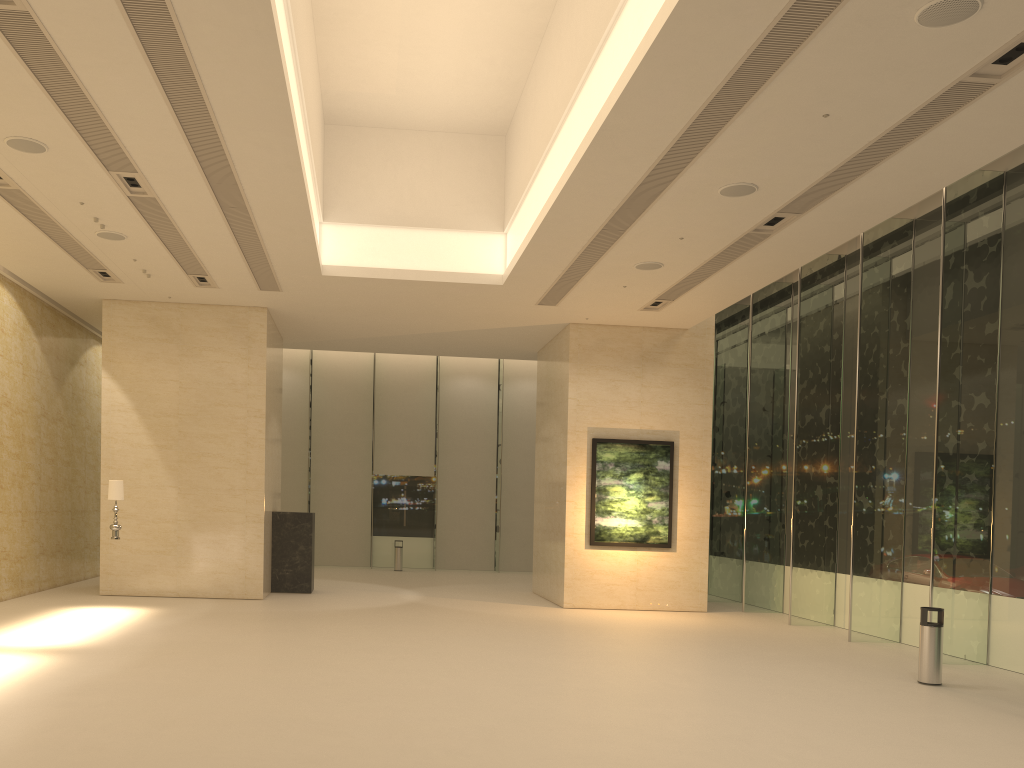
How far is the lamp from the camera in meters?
14.4 m

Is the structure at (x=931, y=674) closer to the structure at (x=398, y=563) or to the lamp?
the lamp

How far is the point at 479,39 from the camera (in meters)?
12.94

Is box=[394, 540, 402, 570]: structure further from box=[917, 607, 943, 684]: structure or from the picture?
box=[917, 607, 943, 684]: structure

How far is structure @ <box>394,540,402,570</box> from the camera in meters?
26.5

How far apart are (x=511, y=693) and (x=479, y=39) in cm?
911

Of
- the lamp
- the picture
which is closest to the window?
the picture

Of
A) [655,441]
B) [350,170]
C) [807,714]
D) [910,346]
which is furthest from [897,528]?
[350,170]

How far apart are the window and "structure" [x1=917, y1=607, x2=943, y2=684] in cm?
177

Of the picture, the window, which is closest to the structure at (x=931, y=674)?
the window
